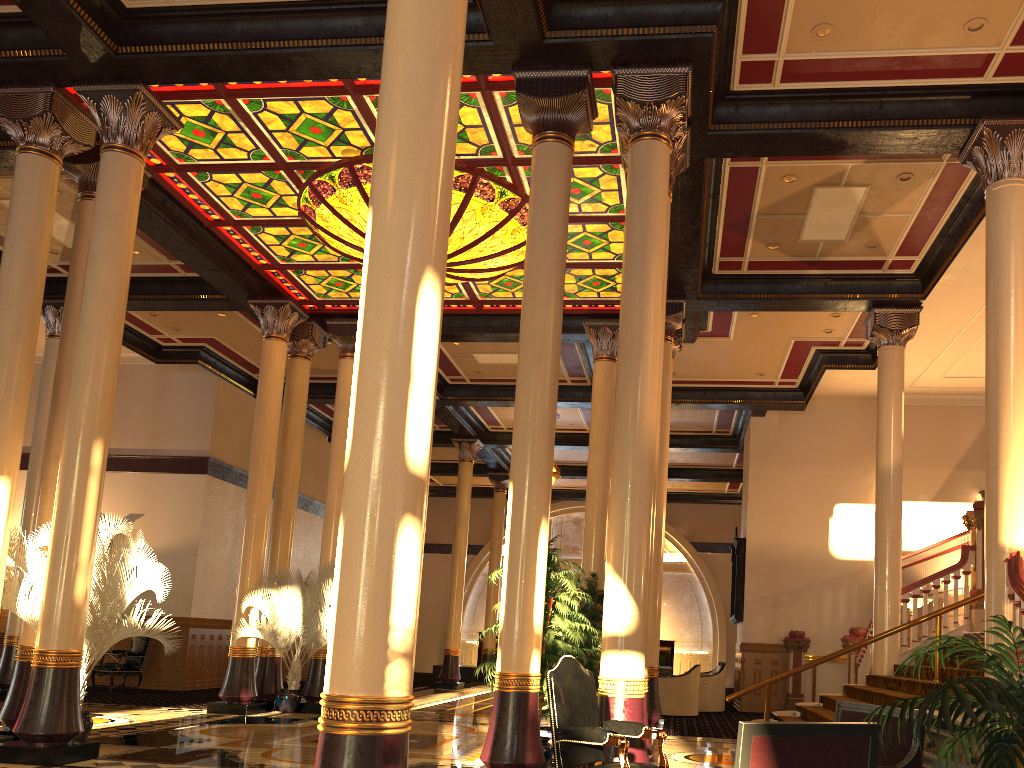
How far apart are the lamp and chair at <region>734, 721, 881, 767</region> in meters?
7.8 m

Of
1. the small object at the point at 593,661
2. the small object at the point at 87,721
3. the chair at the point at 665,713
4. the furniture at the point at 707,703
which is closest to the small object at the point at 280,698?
the small object at the point at 87,721

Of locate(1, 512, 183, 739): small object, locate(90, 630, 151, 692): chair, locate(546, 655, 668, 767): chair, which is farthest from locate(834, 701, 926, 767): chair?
locate(90, 630, 151, 692): chair

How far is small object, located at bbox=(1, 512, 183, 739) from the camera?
7.9m

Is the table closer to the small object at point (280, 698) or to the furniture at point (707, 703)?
the furniture at point (707, 703)

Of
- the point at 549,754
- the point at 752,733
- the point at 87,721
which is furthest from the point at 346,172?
the point at 752,733

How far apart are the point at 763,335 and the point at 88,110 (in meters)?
10.00

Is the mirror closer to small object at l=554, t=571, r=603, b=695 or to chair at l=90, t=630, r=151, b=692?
small object at l=554, t=571, r=603, b=695

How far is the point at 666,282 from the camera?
8.2m

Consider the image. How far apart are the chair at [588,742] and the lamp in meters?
6.1
